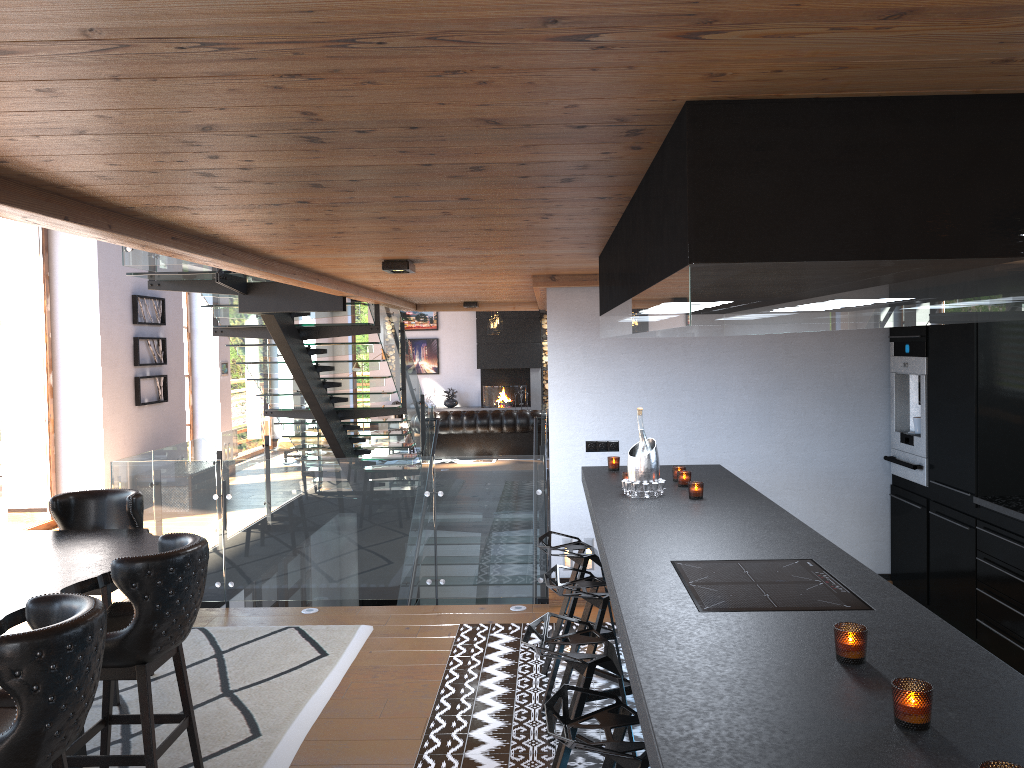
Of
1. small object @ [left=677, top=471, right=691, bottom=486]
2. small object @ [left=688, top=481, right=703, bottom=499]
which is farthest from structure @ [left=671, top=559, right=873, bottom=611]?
small object @ [left=677, top=471, right=691, bottom=486]

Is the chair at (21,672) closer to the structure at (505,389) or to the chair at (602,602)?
the chair at (602,602)

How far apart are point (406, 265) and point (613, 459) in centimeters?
172cm

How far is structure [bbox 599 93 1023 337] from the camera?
1.80m

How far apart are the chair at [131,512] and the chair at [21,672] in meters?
1.9 m

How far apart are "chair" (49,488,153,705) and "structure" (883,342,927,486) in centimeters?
476cm

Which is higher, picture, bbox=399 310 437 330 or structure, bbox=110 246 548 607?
picture, bbox=399 310 437 330

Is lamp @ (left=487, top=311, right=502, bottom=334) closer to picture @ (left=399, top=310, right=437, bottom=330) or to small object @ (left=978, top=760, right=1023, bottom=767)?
picture @ (left=399, top=310, right=437, bottom=330)

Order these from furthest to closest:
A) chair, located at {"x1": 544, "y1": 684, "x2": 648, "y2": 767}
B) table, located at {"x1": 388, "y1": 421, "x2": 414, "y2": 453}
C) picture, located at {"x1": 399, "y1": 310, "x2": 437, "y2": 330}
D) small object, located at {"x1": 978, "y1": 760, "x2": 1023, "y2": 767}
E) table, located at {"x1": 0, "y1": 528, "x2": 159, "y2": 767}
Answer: picture, located at {"x1": 399, "y1": 310, "x2": 437, "y2": 330}
table, located at {"x1": 388, "y1": 421, "x2": 414, "y2": 453}
table, located at {"x1": 0, "y1": 528, "x2": 159, "y2": 767}
chair, located at {"x1": 544, "y1": 684, "x2": 648, "y2": 767}
small object, located at {"x1": 978, "y1": 760, "x2": 1023, "y2": 767}

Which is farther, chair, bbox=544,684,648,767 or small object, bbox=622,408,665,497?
small object, bbox=622,408,665,497
